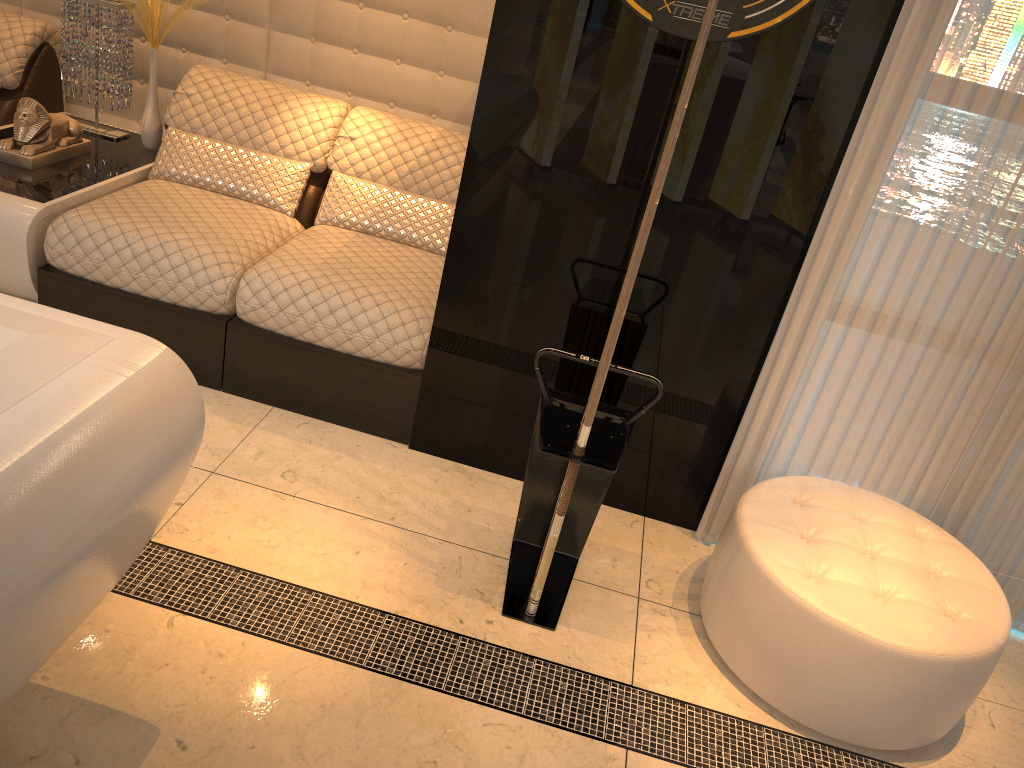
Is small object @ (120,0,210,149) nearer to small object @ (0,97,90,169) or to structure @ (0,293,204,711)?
small object @ (0,97,90,169)

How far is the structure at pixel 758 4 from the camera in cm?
214

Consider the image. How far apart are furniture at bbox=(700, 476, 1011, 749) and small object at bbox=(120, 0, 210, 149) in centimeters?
265cm

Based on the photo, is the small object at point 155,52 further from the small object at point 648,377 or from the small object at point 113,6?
the small object at point 648,377

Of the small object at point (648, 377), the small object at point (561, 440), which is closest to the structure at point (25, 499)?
the small object at point (561, 440)

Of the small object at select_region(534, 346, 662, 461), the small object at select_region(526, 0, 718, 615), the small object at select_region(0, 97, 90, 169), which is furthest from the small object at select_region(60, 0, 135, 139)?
the small object at select_region(526, 0, 718, 615)

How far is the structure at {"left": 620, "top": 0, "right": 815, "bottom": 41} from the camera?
2.1 meters

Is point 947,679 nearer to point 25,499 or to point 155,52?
point 25,499

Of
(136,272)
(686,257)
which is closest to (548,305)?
(686,257)

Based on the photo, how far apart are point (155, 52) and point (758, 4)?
2.3m
